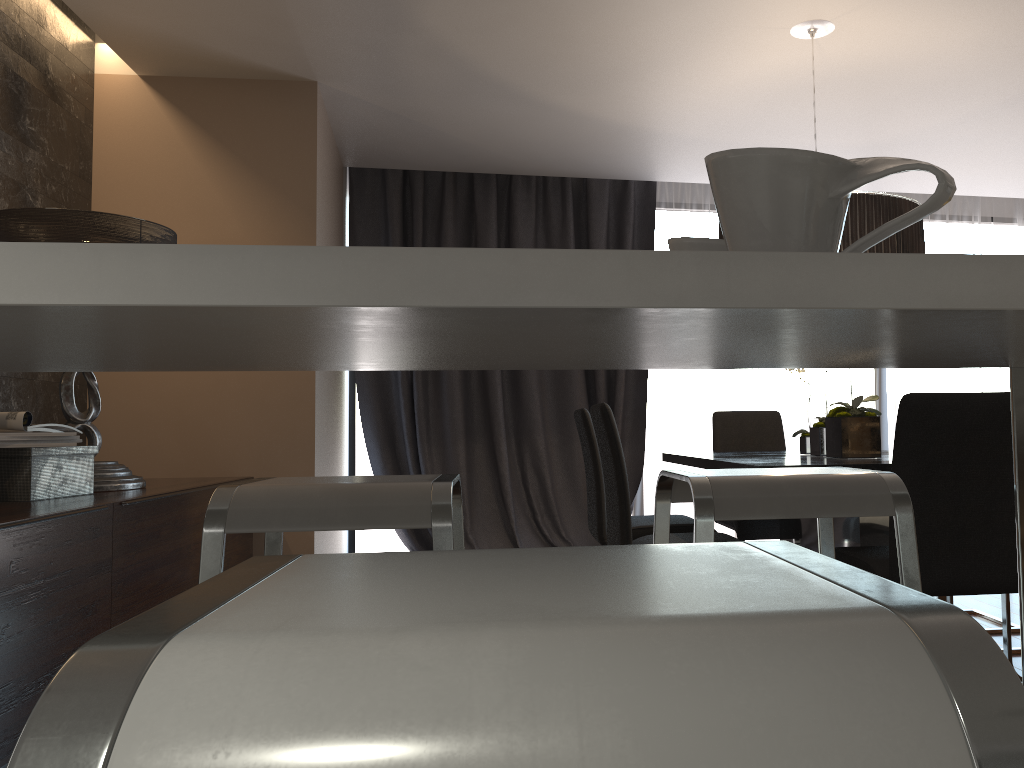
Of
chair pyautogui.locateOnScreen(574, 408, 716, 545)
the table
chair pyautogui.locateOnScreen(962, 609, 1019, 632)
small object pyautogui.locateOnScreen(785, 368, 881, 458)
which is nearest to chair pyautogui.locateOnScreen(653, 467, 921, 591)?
the table

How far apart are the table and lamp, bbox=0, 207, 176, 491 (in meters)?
2.09

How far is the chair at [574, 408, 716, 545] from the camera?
3.5 meters

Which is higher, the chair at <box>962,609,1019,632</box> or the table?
the table

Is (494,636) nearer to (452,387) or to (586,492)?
(452,387)

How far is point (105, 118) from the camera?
4.10m

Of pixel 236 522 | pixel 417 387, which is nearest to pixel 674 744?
pixel 236 522

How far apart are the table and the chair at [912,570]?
1.0m

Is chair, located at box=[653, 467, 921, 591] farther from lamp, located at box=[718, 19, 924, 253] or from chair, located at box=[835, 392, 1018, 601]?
lamp, located at box=[718, 19, 924, 253]

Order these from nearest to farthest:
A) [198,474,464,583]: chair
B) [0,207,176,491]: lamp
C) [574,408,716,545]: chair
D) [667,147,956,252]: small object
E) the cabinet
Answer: [667,147,956,252]: small object < [198,474,464,583]: chair < the cabinet < [0,207,176,491]: lamp < [574,408,716,545]: chair
